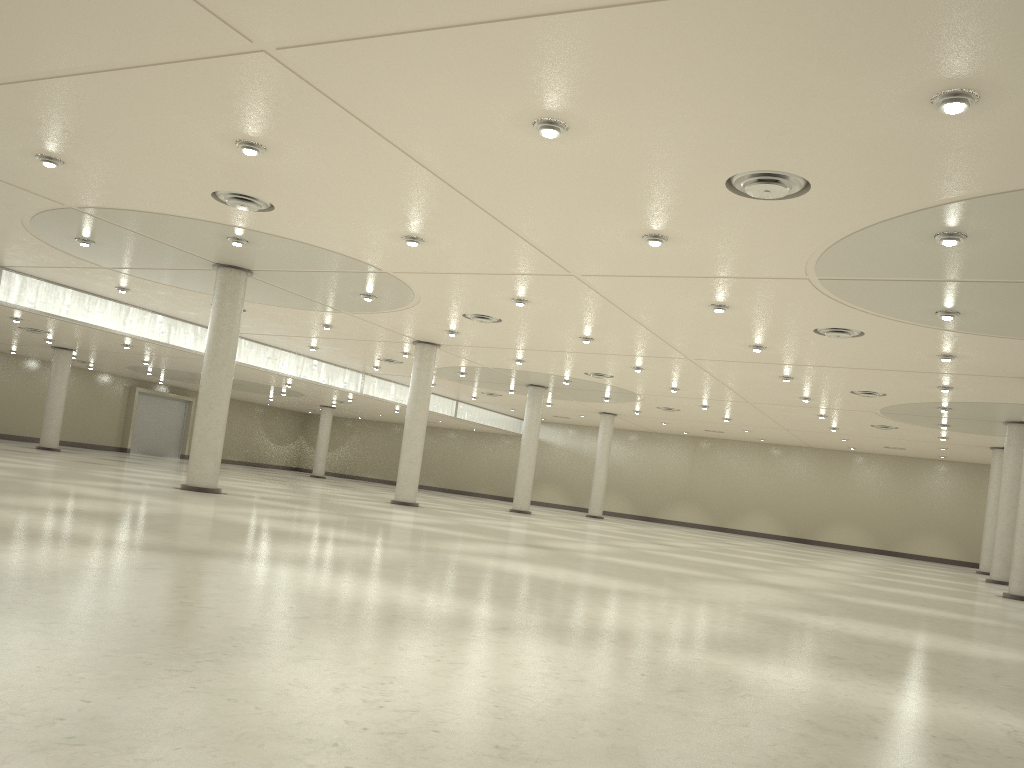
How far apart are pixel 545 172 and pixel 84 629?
21.1m

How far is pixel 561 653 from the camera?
14.5m

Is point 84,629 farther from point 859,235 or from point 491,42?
point 859,235

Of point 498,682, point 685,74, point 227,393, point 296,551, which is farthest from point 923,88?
point 227,393
